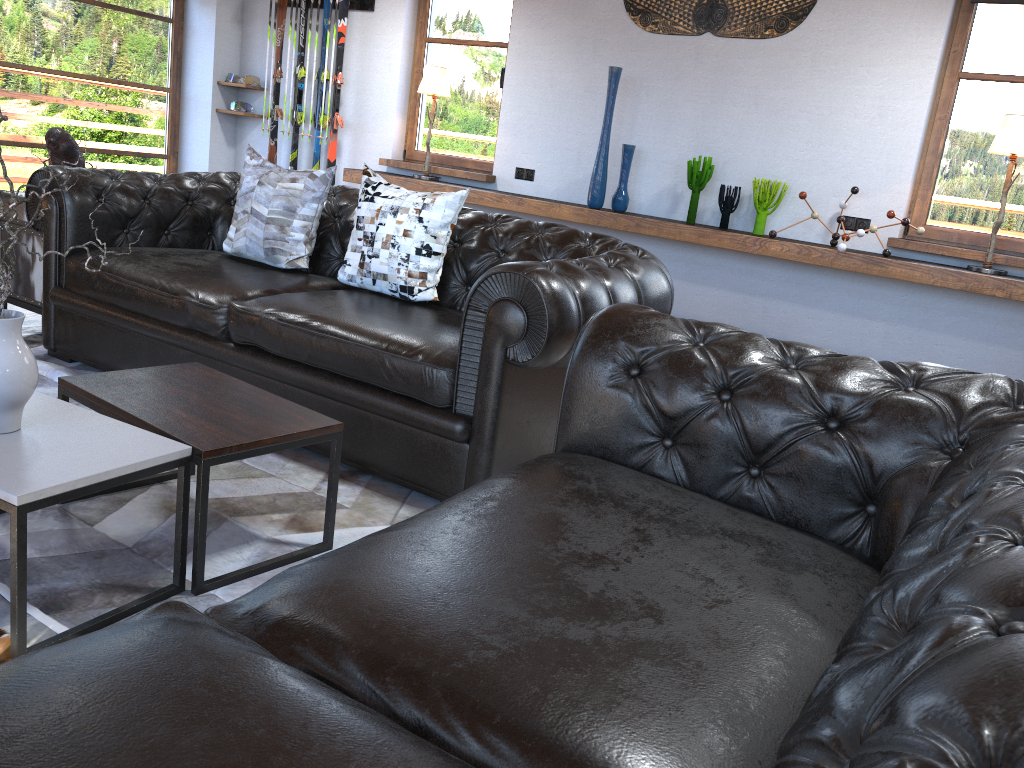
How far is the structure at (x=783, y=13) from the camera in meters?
5.1 m

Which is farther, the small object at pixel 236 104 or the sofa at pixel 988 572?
the small object at pixel 236 104

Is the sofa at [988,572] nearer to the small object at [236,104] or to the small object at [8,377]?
the small object at [8,377]

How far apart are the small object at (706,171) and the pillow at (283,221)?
2.5 meters

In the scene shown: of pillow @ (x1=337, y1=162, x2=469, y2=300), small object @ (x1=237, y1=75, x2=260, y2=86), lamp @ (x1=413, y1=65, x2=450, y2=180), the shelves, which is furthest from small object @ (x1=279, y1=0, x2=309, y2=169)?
pillow @ (x1=337, y1=162, x2=469, y2=300)

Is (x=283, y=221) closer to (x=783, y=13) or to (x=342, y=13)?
(x=783, y=13)

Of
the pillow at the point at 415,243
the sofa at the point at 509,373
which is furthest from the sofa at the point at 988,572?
the pillow at the point at 415,243

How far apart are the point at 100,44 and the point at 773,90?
5.2m

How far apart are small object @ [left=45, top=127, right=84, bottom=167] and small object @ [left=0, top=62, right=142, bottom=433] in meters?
2.4 m

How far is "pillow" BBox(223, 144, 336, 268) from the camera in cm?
362
